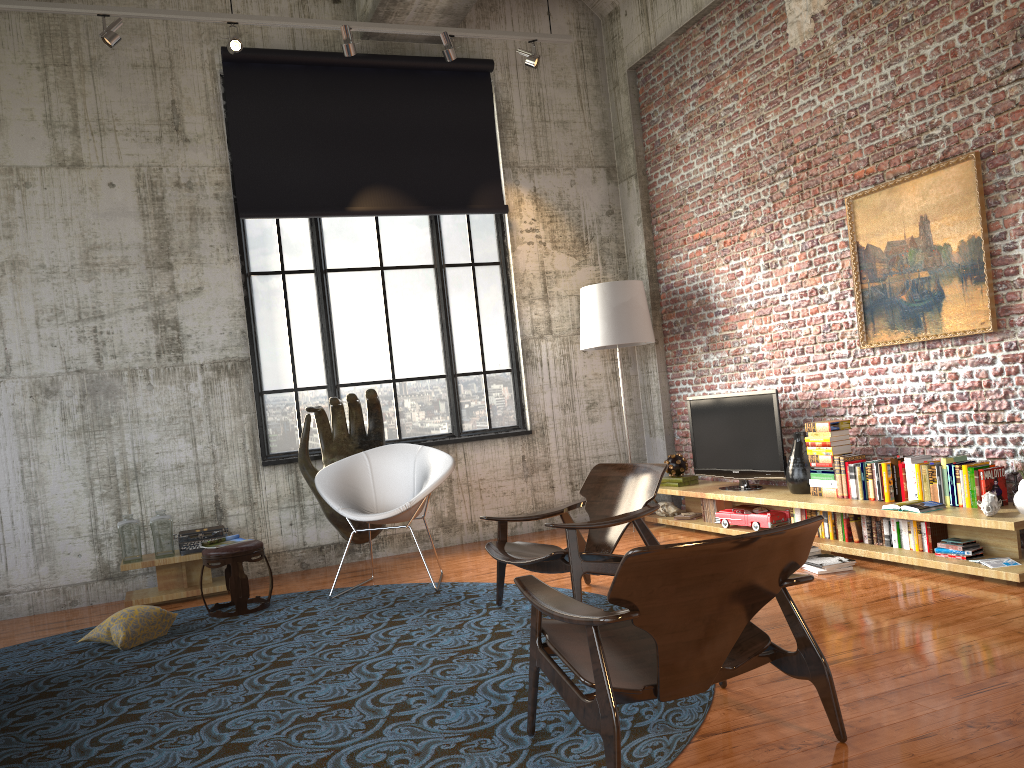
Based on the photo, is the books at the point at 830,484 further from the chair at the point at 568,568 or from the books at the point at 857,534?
the chair at the point at 568,568

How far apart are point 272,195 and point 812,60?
4.52m

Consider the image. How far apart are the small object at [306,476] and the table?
1.0 meters

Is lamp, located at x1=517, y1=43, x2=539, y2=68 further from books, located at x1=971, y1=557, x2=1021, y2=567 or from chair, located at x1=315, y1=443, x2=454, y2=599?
books, located at x1=971, y1=557, x2=1021, y2=567

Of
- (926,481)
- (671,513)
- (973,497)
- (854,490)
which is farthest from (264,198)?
(973,497)

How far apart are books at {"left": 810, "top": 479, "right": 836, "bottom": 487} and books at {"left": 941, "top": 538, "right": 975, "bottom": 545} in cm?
111

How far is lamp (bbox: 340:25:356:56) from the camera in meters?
6.9

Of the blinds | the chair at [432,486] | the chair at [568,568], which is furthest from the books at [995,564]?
the blinds

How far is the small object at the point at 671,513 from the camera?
7.94m

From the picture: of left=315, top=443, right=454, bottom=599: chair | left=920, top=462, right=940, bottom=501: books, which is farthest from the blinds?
left=920, top=462, right=940, bottom=501: books
